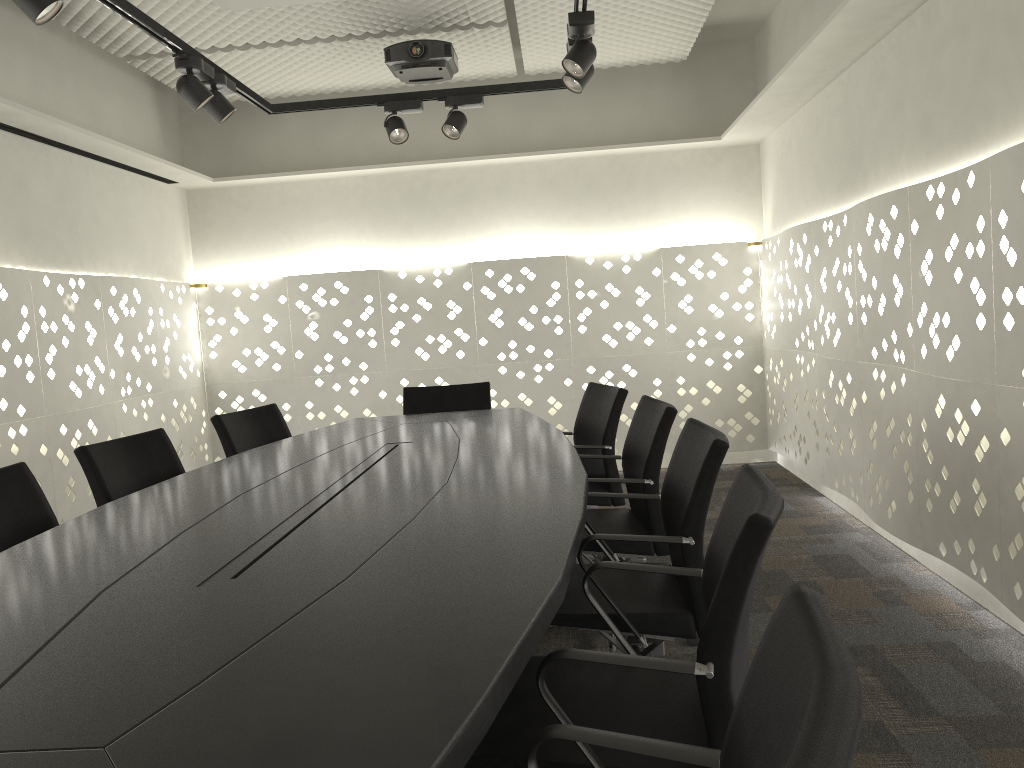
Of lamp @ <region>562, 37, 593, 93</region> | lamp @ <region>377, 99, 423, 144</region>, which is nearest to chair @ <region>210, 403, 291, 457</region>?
lamp @ <region>377, 99, 423, 144</region>

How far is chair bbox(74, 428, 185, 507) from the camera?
2.7 meters

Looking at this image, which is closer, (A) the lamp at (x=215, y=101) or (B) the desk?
(B) the desk

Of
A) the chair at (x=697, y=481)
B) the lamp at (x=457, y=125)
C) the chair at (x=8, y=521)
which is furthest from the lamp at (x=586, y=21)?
the chair at (x=8, y=521)

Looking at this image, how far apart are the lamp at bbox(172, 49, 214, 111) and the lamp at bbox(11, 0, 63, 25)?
0.9 meters

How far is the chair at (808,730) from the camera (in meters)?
0.63

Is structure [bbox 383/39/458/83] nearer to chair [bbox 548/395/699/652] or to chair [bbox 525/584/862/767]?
chair [bbox 548/395/699/652]

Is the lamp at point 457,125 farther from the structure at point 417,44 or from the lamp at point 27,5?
the lamp at point 27,5

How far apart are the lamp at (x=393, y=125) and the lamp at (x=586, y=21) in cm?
107

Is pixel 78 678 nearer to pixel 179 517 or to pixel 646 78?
pixel 179 517
